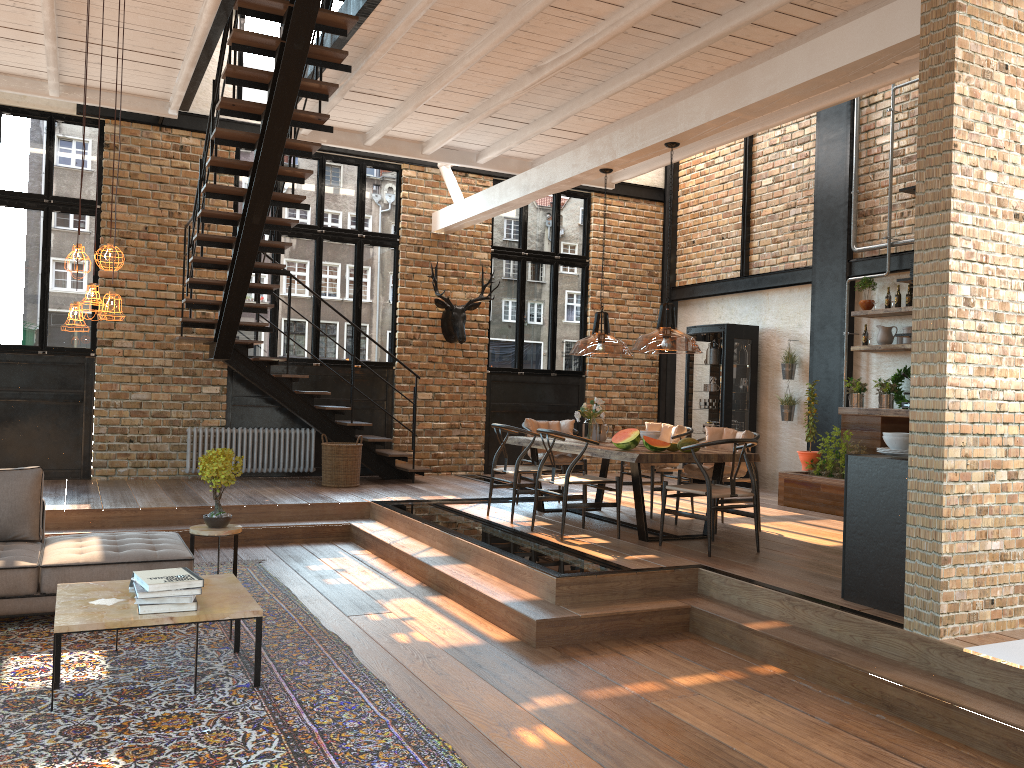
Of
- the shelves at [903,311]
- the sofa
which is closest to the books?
the sofa

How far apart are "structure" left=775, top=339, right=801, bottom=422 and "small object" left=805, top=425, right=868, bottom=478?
1.4 meters

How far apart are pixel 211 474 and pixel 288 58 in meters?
3.3 m

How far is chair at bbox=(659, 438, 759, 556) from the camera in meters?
6.4

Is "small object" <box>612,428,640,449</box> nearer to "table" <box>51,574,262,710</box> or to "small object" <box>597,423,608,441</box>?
"small object" <box>597,423,608,441</box>

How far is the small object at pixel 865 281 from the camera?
9.8m

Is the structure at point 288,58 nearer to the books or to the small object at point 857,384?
the books

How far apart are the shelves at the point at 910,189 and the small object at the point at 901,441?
1.4m

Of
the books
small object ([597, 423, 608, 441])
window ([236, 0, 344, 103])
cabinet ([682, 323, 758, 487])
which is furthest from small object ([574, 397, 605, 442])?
window ([236, 0, 344, 103])

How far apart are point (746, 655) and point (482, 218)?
6.96m
